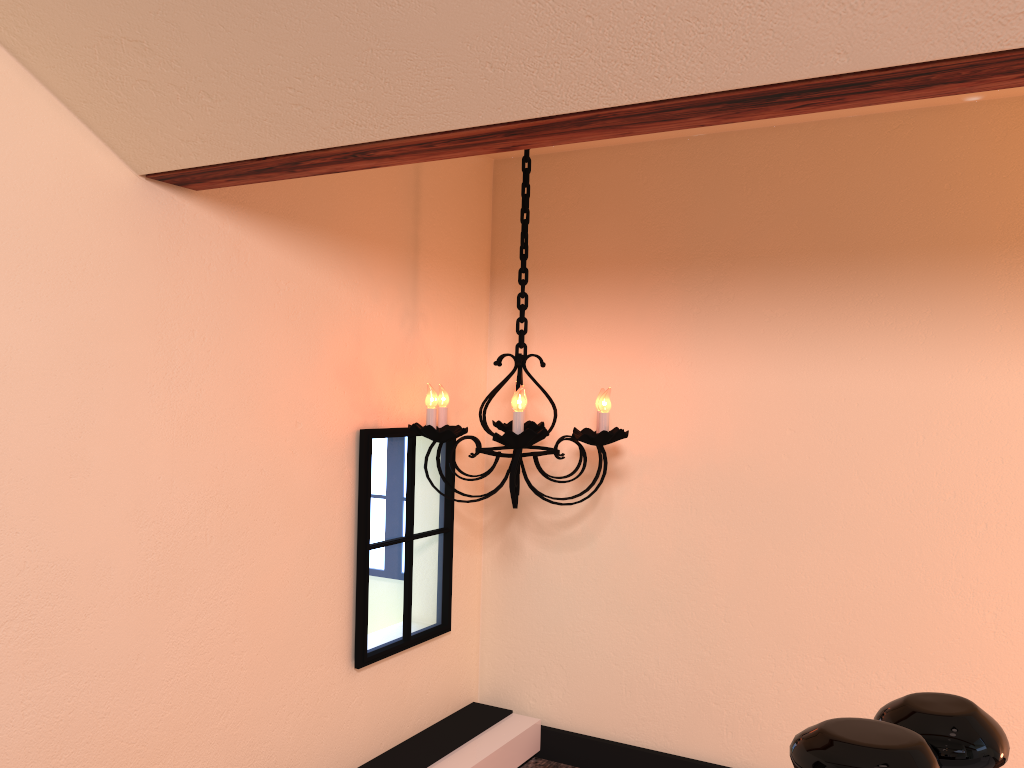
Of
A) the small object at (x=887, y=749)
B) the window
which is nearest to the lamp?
the window

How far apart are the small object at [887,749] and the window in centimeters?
161cm

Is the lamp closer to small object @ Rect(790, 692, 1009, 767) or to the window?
the window

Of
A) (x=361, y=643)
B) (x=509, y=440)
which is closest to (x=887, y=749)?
(x=509, y=440)

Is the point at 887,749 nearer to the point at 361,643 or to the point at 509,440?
the point at 509,440

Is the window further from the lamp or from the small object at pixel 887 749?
the small object at pixel 887 749

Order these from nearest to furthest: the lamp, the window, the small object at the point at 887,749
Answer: the small object at the point at 887,749 < the lamp < the window

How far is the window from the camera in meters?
2.3 m

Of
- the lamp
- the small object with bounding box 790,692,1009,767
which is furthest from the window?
the small object with bounding box 790,692,1009,767

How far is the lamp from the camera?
2.1m
